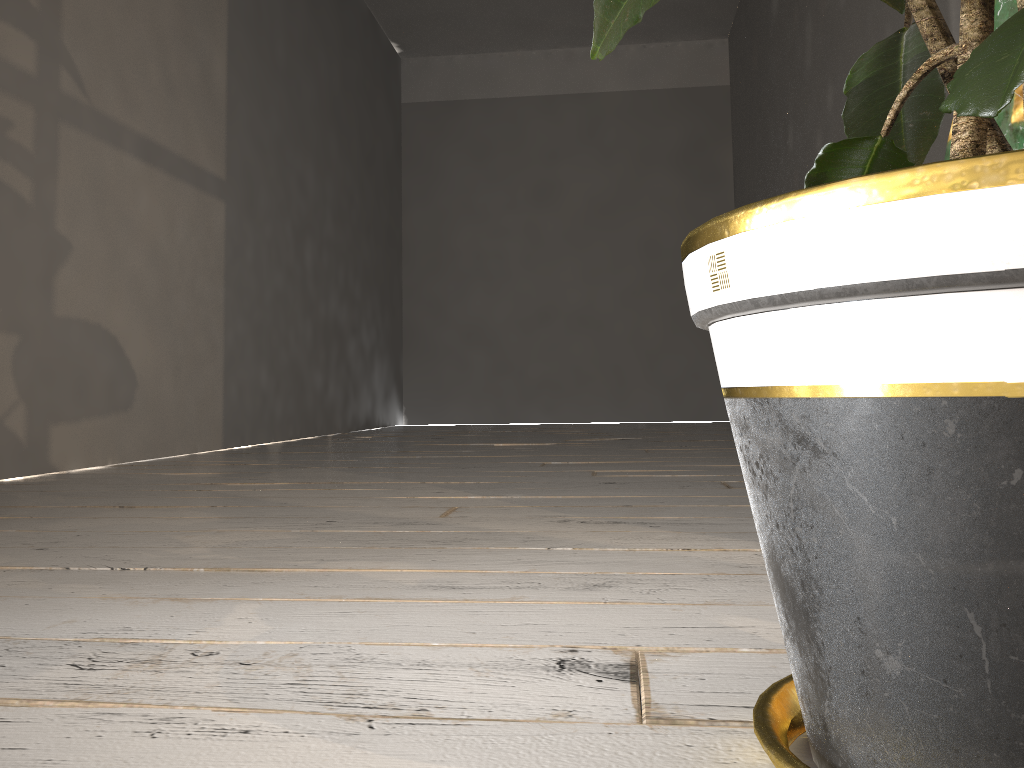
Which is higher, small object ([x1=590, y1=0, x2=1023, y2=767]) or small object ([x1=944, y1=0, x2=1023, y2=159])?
small object ([x1=944, y1=0, x2=1023, y2=159])

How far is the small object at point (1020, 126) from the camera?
1.0 meters

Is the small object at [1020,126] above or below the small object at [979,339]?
above

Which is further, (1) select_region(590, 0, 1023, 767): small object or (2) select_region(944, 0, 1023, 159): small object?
(2) select_region(944, 0, 1023, 159): small object

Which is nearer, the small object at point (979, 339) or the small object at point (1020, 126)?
the small object at point (979, 339)

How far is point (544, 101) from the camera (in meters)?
6.98

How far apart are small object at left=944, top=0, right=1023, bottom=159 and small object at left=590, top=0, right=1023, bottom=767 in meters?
0.3 m

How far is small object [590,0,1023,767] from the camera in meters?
0.3

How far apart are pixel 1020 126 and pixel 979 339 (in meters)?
0.78

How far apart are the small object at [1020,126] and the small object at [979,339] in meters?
0.3
